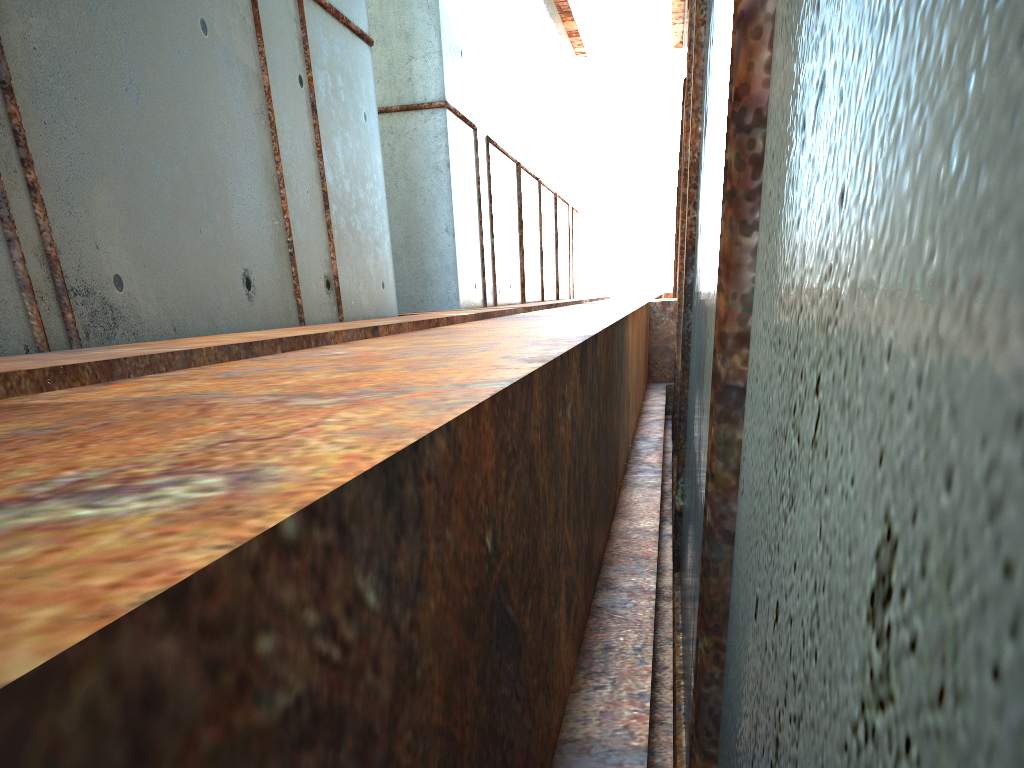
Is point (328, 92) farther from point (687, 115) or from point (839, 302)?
point (839, 302)

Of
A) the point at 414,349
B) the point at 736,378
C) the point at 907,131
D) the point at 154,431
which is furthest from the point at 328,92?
the point at 907,131
